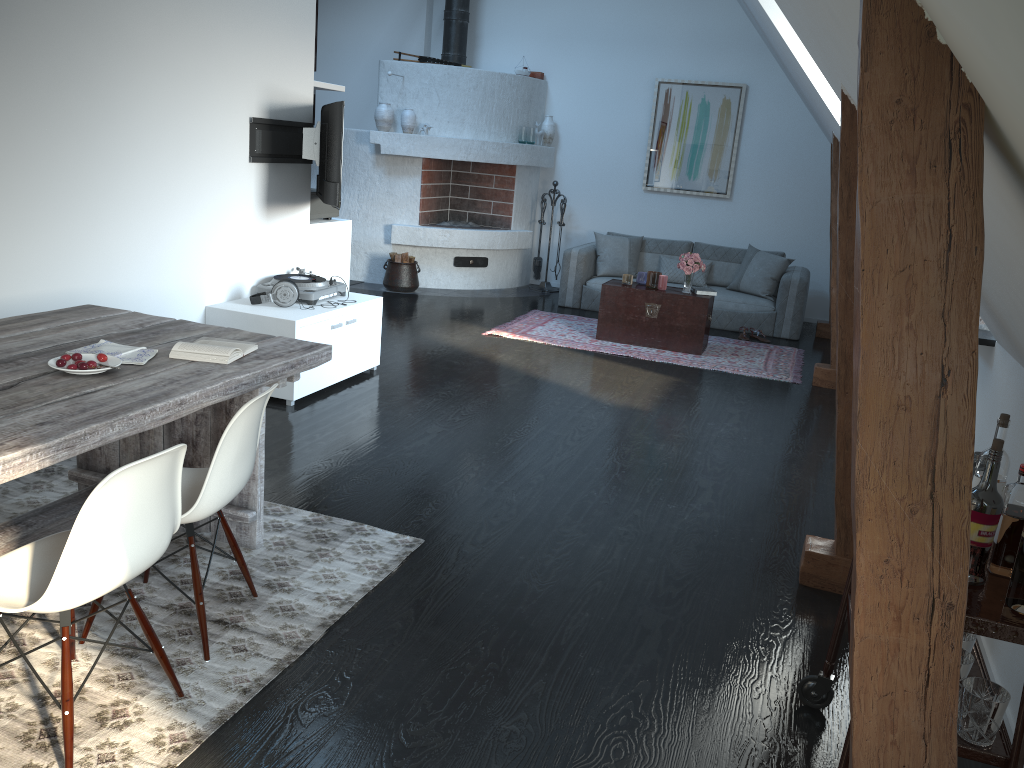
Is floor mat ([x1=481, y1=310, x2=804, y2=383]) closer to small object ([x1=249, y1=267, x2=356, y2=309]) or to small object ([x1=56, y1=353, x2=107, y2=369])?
small object ([x1=249, y1=267, x2=356, y2=309])

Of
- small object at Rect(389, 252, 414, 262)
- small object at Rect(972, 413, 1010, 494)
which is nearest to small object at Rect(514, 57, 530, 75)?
small object at Rect(389, 252, 414, 262)

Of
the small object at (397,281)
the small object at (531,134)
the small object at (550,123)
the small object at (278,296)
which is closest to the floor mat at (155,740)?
the small object at (278,296)

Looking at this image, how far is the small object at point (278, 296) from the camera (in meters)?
5.26

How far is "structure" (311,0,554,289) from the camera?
9.2m

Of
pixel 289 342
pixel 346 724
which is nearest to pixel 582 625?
pixel 346 724

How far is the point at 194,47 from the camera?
4.7m

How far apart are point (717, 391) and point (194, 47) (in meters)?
4.00

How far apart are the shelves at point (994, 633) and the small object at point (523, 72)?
8.28m

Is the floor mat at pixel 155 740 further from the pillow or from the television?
the pillow
